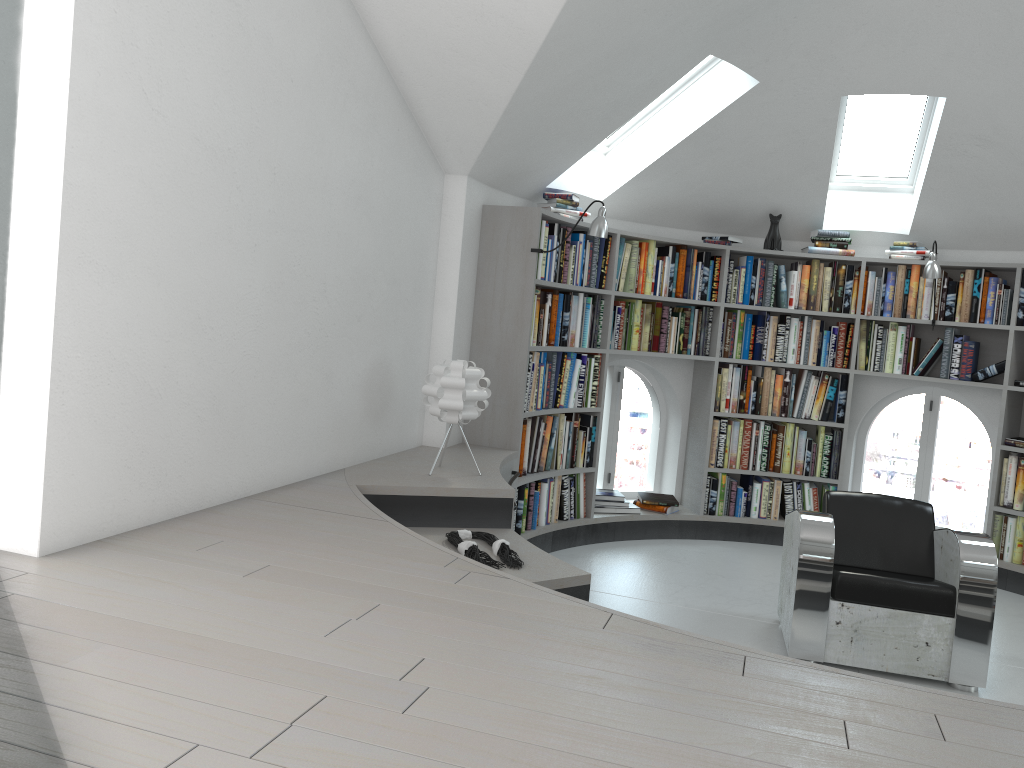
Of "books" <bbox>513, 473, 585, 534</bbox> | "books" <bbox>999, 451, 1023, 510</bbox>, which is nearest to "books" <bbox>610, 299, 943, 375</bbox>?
"books" <bbox>999, 451, 1023, 510</bbox>

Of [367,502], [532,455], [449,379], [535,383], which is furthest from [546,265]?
[367,502]

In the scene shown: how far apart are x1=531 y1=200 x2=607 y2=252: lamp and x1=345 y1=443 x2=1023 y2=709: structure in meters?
1.3 m

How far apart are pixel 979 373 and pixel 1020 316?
0.43m

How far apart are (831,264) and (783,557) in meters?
2.5 m

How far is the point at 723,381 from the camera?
6.2 meters

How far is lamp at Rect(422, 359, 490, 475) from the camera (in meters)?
3.97

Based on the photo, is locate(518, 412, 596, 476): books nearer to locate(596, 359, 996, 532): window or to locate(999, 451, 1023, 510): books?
locate(596, 359, 996, 532): window

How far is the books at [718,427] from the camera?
6.20m

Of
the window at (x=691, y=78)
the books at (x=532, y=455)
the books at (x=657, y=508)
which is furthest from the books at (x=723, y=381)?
the window at (x=691, y=78)
